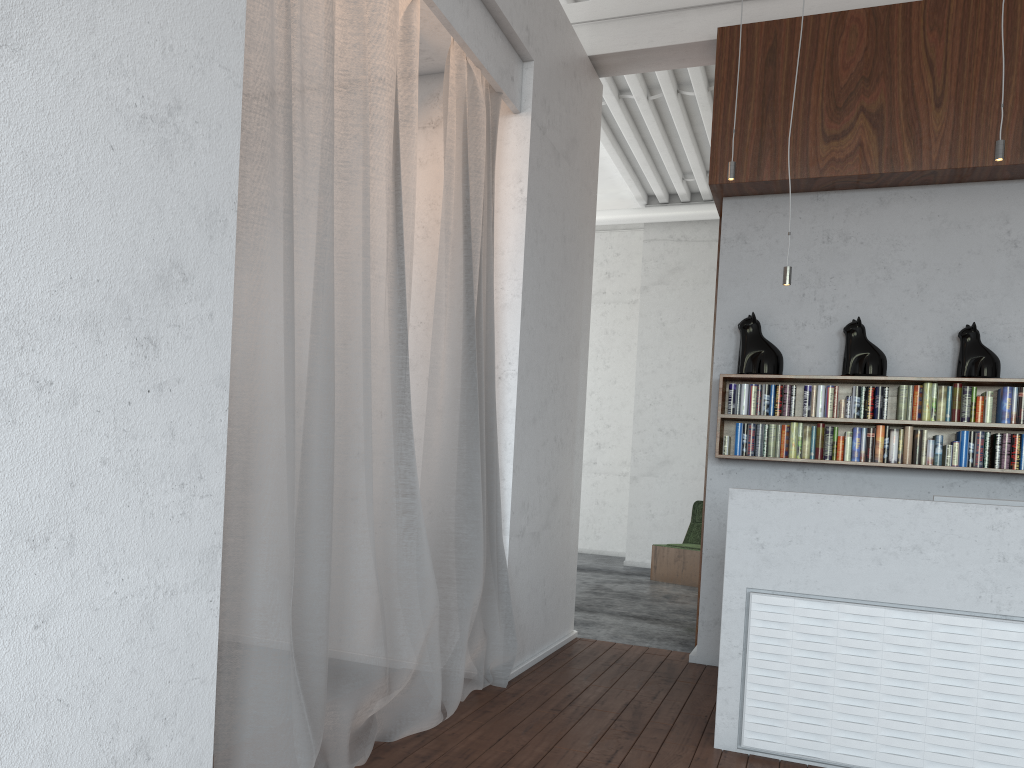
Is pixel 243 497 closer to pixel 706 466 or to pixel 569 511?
pixel 569 511
